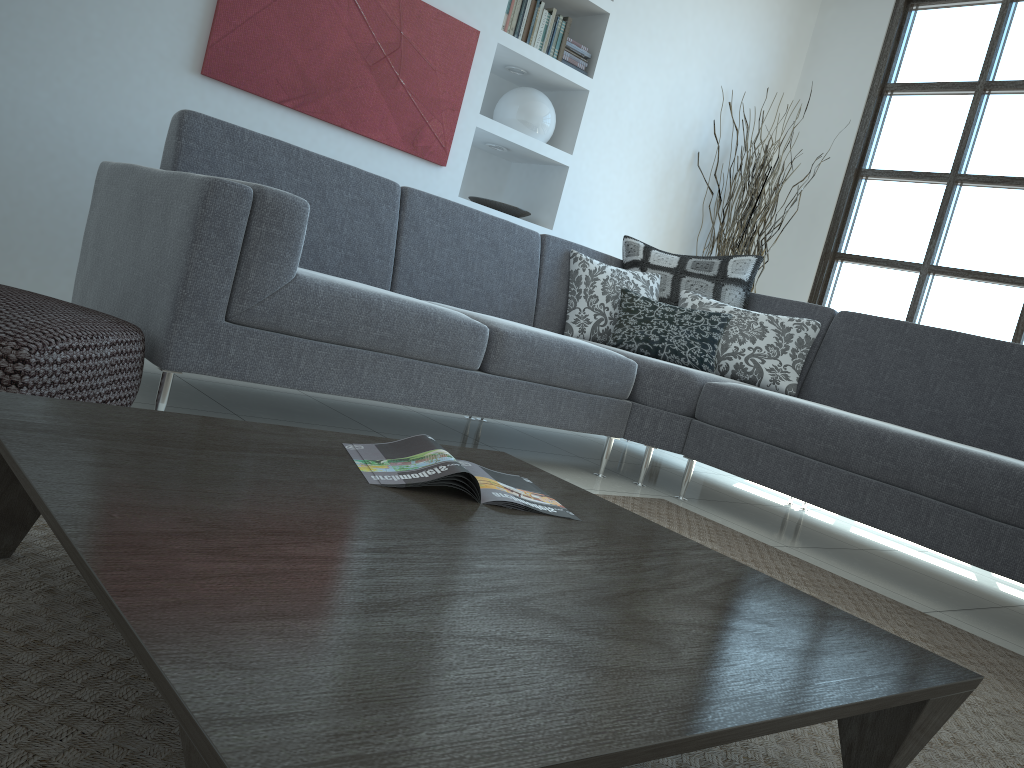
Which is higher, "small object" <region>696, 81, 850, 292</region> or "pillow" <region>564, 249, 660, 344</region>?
"small object" <region>696, 81, 850, 292</region>

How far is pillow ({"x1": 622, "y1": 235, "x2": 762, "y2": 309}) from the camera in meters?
3.9

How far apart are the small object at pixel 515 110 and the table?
3.2m

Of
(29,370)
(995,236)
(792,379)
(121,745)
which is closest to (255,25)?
(29,370)

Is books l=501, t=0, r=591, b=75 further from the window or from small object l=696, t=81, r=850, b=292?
the window

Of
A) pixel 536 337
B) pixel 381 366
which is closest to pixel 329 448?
pixel 381 366

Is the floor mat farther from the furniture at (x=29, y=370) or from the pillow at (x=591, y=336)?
the pillow at (x=591, y=336)

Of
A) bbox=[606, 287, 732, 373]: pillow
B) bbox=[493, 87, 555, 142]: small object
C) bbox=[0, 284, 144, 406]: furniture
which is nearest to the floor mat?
bbox=[0, 284, 144, 406]: furniture

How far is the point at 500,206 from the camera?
4.68m

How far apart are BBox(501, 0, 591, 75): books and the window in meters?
1.9
